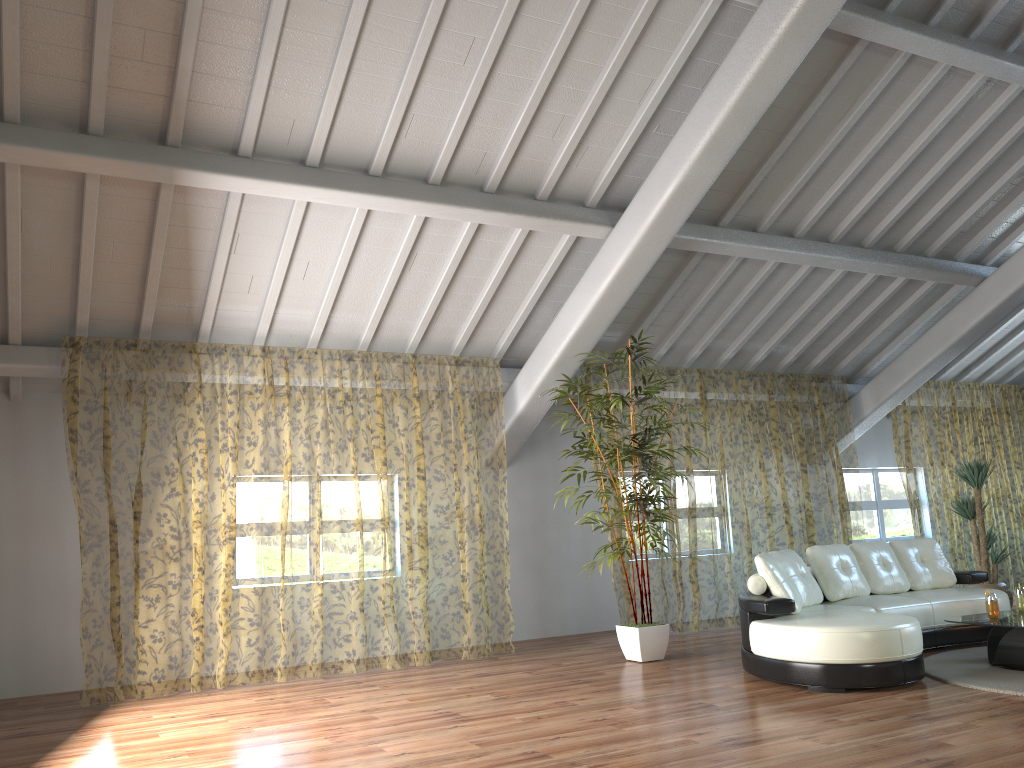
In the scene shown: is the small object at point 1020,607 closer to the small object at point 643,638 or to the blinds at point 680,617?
the small object at point 643,638

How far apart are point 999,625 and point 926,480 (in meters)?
10.95

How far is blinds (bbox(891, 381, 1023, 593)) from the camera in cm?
1551

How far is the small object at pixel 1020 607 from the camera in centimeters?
603cm

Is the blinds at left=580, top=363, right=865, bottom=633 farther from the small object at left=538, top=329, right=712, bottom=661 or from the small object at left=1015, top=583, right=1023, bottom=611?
the small object at left=1015, top=583, right=1023, bottom=611

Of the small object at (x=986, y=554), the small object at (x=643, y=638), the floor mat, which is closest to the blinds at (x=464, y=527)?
the small object at (x=643, y=638)

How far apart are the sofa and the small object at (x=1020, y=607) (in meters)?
0.60

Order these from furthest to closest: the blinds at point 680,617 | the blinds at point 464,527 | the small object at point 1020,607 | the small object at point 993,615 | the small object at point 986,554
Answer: the blinds at point 464,527, the blinds at point 680,617, the small object at point 986,554, the small object at point 1020,607, the small object at point 993,615

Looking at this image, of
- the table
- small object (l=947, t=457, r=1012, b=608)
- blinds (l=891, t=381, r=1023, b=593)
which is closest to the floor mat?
the table

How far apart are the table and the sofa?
0.5m
